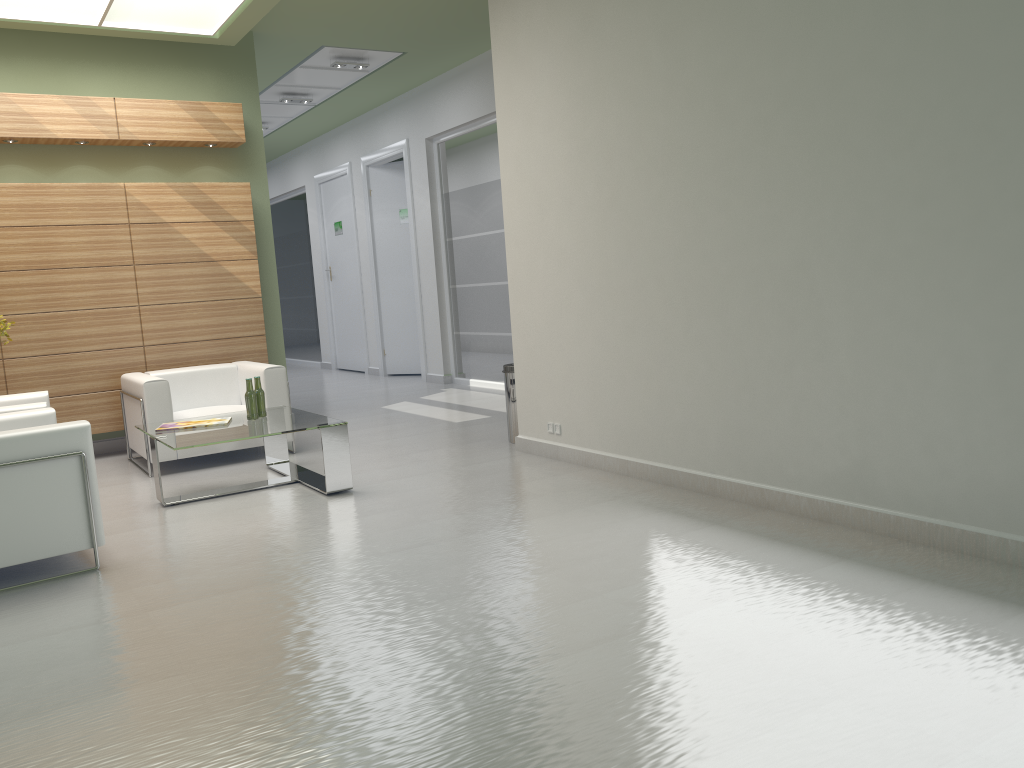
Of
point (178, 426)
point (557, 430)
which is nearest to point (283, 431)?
point (178, 426)

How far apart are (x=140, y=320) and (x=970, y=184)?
11.00m

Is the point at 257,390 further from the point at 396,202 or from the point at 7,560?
the point at 396,202

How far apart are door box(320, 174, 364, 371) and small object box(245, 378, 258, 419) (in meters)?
13.32

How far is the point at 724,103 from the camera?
7.62m

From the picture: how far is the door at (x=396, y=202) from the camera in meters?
21.2 m

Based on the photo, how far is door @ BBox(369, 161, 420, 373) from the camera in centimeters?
2123cm

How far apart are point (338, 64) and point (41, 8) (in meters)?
5.66

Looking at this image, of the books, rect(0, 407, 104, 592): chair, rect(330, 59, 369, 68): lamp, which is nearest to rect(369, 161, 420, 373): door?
rect(330, 59, 369, 68): lamp

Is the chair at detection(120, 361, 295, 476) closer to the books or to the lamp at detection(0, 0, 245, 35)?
the books
